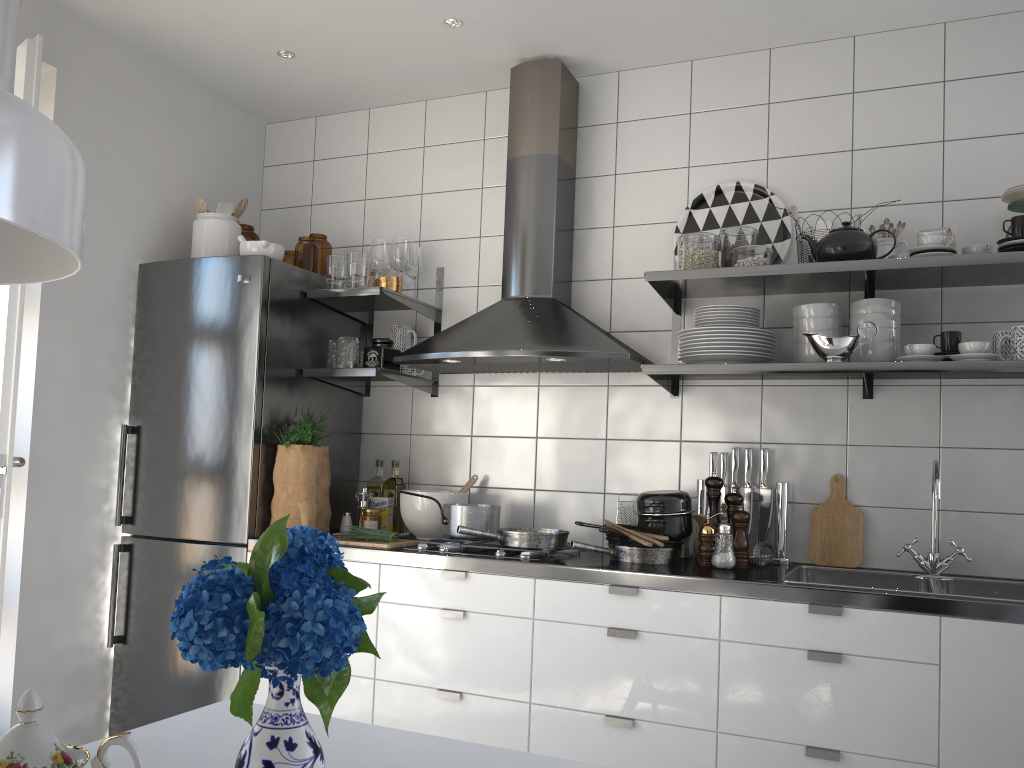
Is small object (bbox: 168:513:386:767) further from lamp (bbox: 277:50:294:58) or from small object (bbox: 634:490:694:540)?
lamp (bbox: 277:50:294:58)

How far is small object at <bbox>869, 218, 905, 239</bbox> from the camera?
2.7 meters

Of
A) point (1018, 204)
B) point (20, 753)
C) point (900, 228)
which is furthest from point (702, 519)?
point (20, 753)

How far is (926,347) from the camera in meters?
2.4 m

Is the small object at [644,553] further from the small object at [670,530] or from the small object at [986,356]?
the small object at [986,356]

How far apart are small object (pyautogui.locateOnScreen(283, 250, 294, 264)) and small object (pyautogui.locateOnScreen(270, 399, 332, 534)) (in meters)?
0.68

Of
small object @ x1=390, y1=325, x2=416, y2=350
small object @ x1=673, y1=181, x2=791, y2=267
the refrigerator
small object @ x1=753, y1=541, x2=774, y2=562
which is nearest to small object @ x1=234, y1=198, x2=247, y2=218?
the refrigerator

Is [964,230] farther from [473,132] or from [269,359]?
[269,359]

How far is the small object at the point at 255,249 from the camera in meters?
3.2 m

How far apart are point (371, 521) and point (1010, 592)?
2.03m
